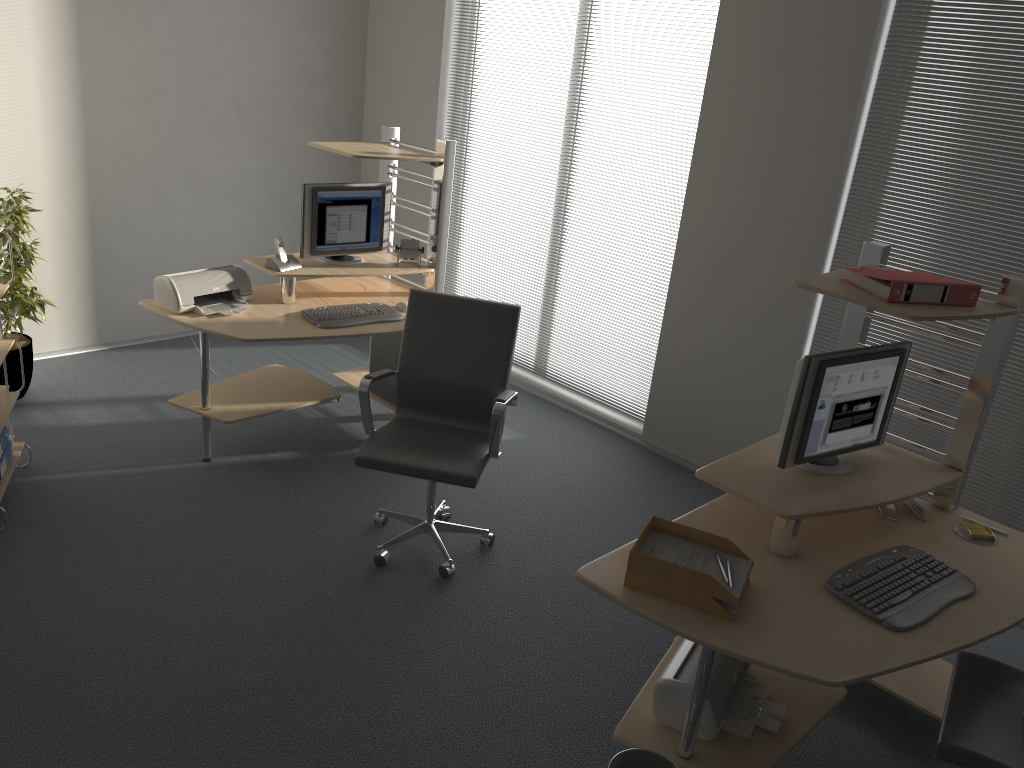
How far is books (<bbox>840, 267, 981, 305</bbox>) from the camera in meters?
2.7

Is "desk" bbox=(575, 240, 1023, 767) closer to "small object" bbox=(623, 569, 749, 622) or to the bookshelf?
"small object" bbox=(623, 569, 749, 622)

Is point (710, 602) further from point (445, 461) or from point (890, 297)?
point (445, 461)

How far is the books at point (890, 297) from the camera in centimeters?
270cm

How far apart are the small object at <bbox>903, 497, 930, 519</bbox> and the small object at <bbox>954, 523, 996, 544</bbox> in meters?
0.1 m

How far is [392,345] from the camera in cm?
481

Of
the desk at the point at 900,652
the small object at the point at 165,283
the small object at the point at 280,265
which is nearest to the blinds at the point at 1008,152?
the desk at the point at 900,652

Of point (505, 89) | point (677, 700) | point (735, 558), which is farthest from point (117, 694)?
point (505, 89)

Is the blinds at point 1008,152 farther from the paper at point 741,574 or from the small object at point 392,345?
the small object at point 392,345

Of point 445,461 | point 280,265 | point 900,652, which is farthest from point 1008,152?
point 280,265
